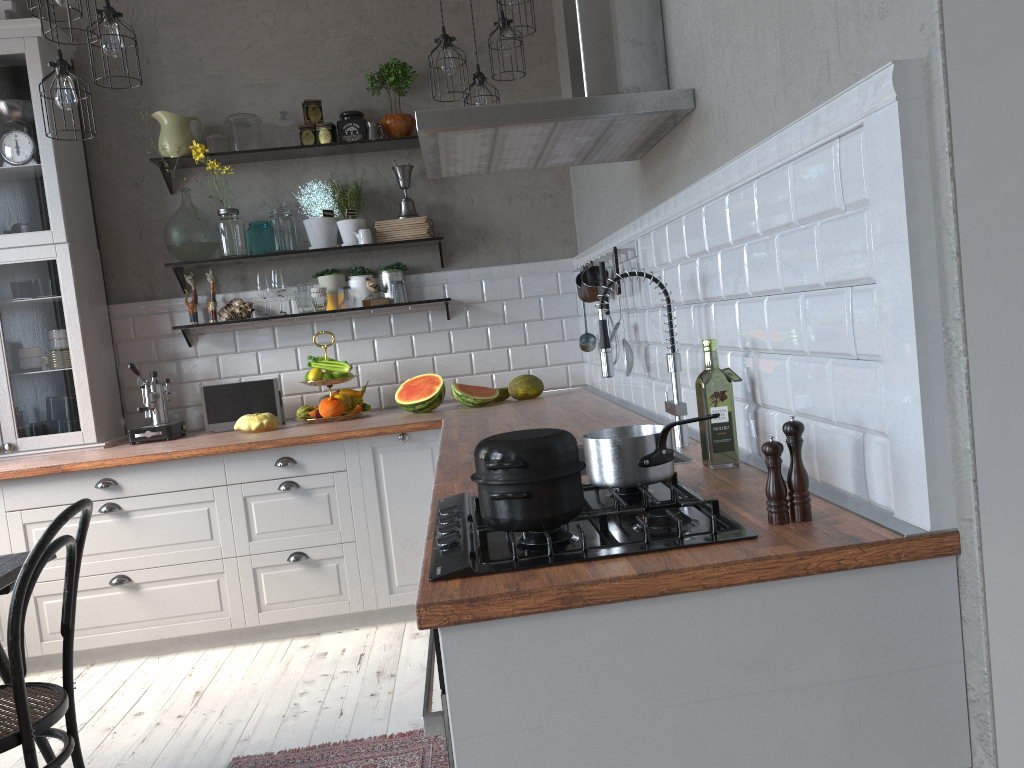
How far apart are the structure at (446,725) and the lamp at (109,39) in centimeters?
232cm

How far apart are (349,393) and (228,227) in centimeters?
99cm

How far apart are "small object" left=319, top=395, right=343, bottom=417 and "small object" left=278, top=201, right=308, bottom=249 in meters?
0.8 m

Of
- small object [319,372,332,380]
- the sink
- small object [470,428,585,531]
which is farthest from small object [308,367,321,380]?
small object [470,428,585,531]

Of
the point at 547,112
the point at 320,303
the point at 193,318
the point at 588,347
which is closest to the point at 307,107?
the point at 320,303

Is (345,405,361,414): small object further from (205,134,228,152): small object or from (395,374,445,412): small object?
(205,134,228,152): small object

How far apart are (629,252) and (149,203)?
2.6m

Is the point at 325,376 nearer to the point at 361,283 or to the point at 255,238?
the point at 361,283

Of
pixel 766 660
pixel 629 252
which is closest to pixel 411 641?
pixel 629 252

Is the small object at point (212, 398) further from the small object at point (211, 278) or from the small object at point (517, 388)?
the small object at point (517, 388)
